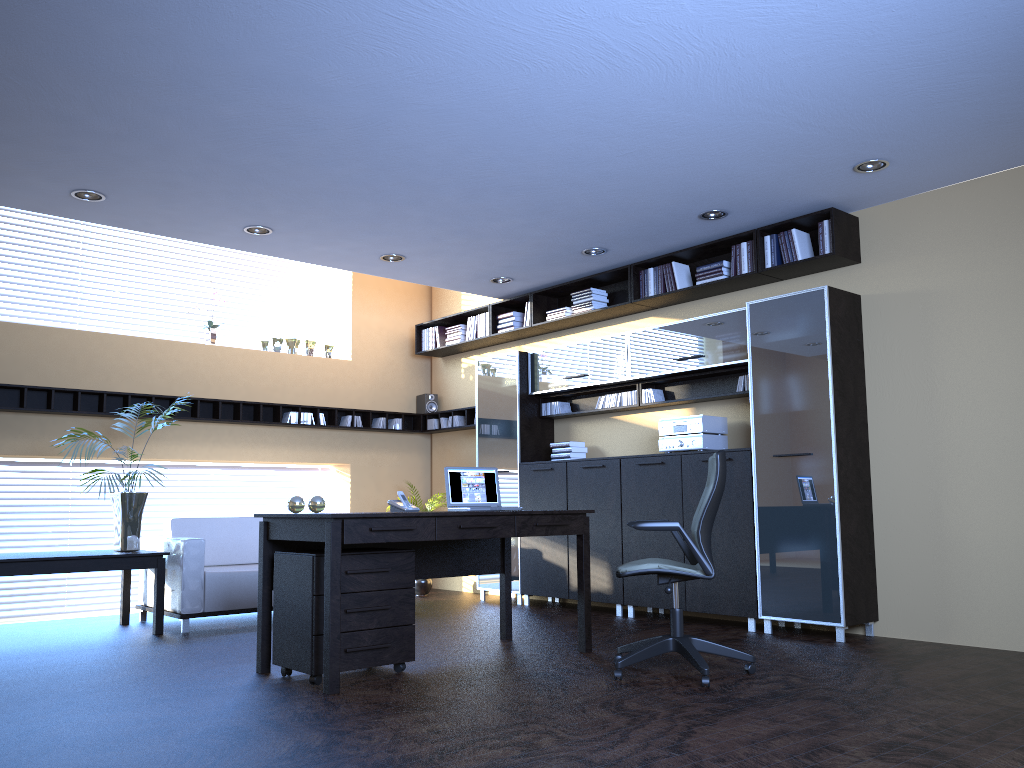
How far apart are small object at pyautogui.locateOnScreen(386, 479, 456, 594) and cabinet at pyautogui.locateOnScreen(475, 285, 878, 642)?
0.8m

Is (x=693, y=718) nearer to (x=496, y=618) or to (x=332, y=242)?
(x=496, y=618)

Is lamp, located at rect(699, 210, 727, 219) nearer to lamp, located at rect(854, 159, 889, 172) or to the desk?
lamp, located at rect(854, 159, 889, 172)

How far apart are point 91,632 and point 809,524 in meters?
5.3 m

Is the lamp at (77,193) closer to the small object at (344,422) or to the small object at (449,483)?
the small object at (449,483)

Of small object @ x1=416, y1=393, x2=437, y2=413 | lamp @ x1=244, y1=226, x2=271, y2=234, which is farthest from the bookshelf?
lamp @ x1=244, y1=226, x2=271, y2=234

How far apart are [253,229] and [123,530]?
2.50m

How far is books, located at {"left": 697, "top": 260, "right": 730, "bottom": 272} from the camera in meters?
7.0 m

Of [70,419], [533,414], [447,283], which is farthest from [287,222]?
[533,414]

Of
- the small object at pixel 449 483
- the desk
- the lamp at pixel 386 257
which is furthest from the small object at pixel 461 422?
the small object at pixel 449 483
